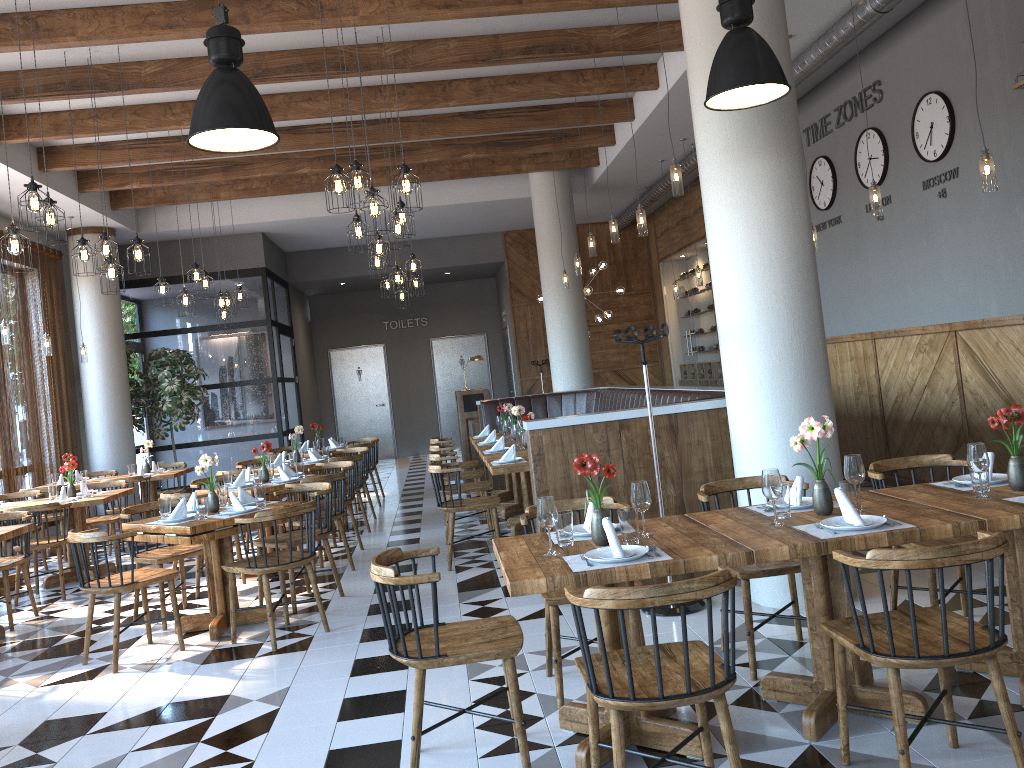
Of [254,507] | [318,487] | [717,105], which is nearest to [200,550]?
[254,507]

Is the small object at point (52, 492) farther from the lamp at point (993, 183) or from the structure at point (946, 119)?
the structure at point (946, 119)

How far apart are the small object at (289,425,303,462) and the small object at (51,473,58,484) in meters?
3.2

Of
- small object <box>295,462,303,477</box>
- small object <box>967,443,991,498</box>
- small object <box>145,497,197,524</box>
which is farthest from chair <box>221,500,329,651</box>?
small object <box>967,443,991,498</box>

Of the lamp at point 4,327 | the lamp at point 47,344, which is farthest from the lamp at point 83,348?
the lamp at point 4,327

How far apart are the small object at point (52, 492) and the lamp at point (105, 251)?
2.5m

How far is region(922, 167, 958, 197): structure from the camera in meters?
6.9

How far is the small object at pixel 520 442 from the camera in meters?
8.1 m

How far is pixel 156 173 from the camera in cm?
1063

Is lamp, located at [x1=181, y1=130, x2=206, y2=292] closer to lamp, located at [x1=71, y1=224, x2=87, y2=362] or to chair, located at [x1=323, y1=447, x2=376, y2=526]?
chair, located at [x1=323, y1=447, x2=376, y2=526]
